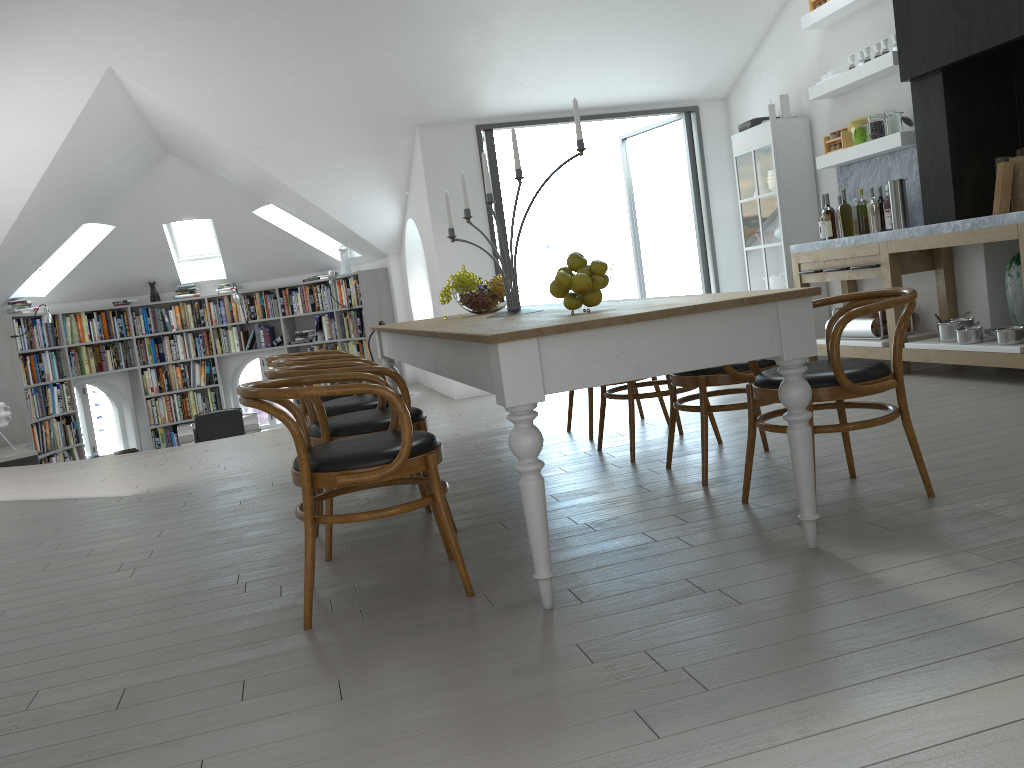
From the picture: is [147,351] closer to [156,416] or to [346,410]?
[156,416]

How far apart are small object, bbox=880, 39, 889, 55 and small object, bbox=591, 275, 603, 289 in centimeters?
424cm

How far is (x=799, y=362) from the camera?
2.65m

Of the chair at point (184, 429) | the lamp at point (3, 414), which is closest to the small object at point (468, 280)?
the chair at point (184, 429)

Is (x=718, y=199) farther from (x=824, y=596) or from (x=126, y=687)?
(x=126, y=687)

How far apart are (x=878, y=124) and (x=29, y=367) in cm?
870

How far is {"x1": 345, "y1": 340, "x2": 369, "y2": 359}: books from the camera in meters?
10.7

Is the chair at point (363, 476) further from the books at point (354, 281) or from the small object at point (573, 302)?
the books at point (354, 281)

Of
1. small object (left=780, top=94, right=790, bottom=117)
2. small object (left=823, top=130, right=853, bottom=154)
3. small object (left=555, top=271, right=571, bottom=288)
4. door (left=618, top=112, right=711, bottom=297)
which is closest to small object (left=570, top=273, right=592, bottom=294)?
small object (left=555, top=271, right=571, bottom=288)

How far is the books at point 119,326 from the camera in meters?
11.0 m
